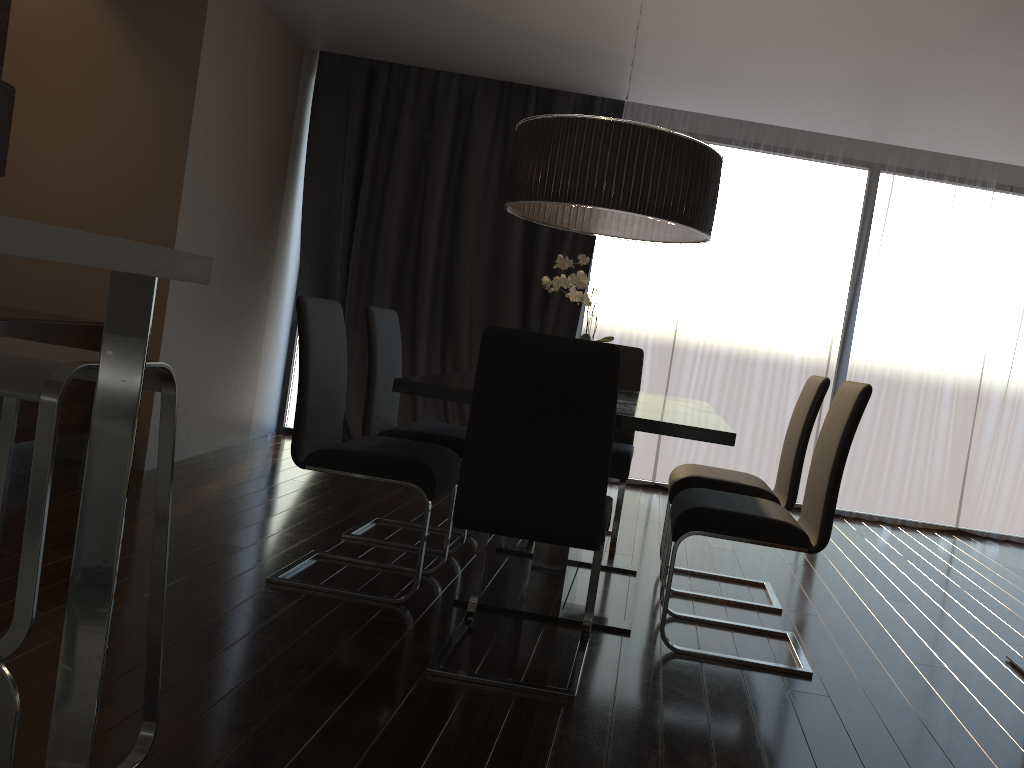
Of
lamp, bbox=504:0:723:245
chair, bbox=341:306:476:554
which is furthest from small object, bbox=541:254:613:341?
chair, bbox=341:306:476:554

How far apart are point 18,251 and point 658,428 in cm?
188

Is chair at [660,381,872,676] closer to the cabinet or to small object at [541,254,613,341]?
small object at [541,254,613,341]

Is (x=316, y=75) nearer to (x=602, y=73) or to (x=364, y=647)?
(x=602, y=73)

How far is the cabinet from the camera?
1.33m

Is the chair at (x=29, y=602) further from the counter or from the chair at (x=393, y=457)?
the chair at (x=393, y=457)

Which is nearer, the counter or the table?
the counter

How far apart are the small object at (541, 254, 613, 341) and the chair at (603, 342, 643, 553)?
0.8 meters

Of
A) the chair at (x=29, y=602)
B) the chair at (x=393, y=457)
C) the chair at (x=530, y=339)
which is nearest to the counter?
the chair at (x=29, y=602)

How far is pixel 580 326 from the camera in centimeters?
608cm
